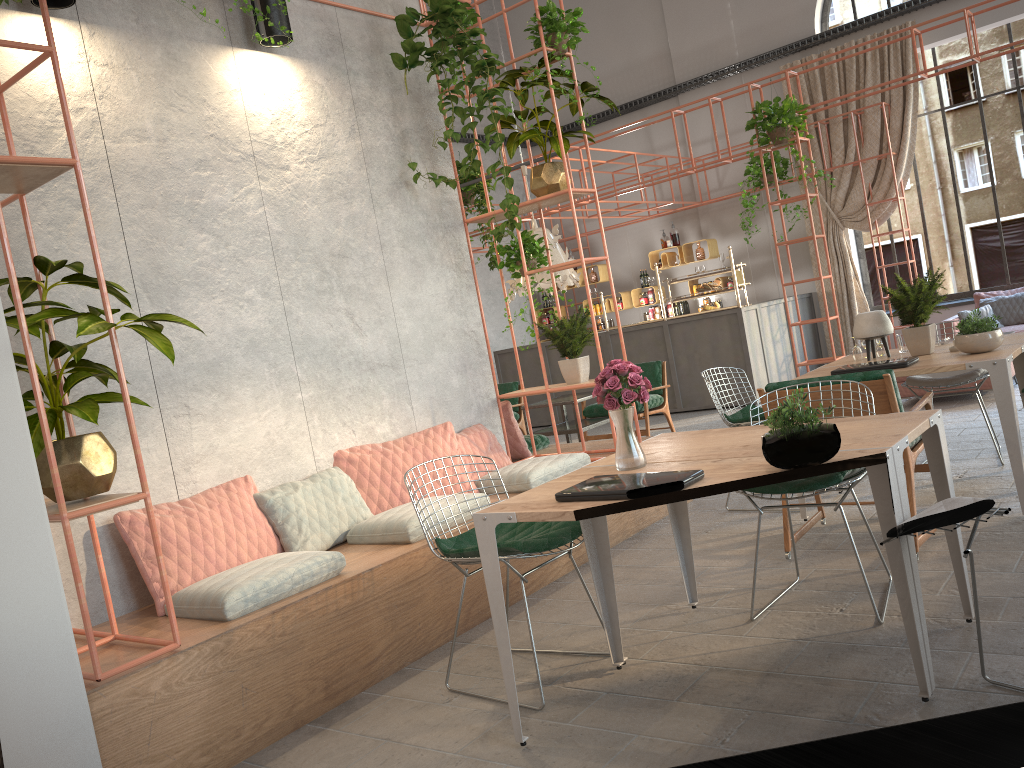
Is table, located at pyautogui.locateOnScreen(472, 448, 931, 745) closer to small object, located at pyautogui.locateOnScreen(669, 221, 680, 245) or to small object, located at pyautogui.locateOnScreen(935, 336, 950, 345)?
small object, located at pyautogui.locateOnScreen(935, 336, 950, 345)

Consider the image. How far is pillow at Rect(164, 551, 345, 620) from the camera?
3.6m

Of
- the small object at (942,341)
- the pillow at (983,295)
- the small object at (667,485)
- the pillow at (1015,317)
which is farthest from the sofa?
the small object at (667,485)

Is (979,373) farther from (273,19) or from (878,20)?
(878,20)

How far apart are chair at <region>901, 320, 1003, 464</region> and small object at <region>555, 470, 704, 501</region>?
3.7m

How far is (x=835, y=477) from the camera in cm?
354

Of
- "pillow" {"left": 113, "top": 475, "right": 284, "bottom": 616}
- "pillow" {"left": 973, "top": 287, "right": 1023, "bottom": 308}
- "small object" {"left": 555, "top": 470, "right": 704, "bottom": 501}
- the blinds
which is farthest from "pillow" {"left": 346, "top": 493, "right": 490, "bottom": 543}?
the blinds

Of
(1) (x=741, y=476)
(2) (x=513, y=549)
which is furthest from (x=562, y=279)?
(1) (x=741, y=476)

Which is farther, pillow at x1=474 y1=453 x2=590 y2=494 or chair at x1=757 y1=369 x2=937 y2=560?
pillow at x1=474 y1=453 x2=590 y2=494

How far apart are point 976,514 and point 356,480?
3.2m
